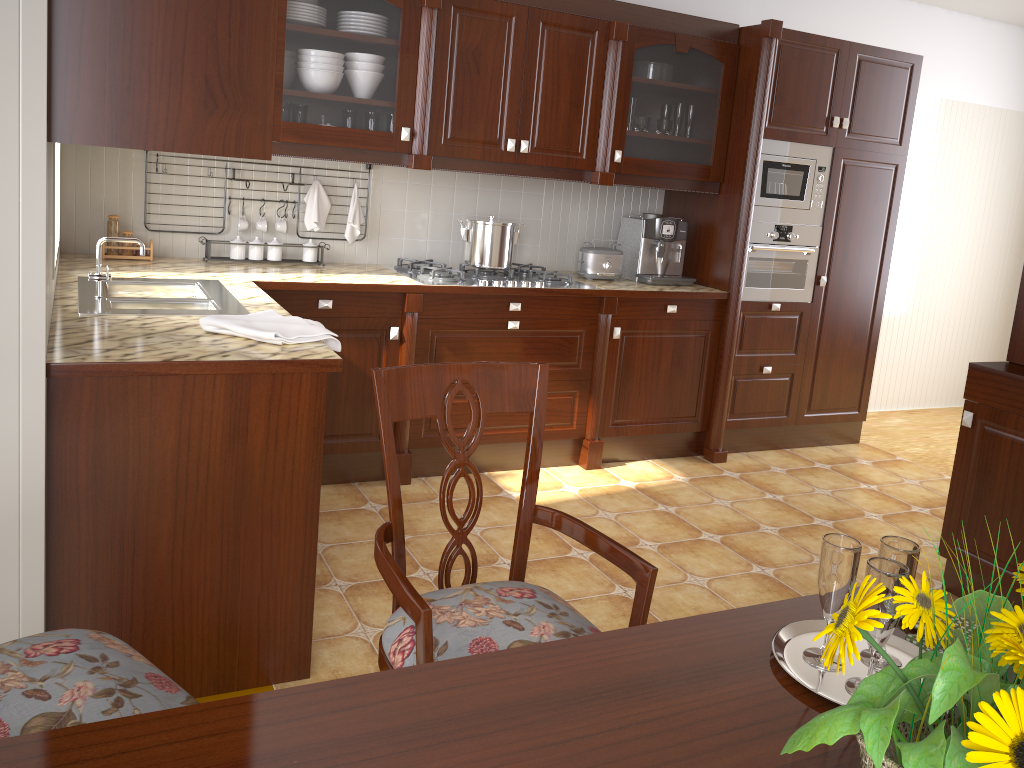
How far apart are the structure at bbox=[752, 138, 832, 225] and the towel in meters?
2.4

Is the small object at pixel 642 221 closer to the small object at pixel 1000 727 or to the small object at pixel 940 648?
the small object at pixel 940 648

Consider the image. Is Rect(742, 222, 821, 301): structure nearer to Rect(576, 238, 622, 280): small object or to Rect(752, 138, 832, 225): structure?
Rect(752, 138, 832, 225): structure

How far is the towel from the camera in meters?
2.1 m

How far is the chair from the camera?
1.34m

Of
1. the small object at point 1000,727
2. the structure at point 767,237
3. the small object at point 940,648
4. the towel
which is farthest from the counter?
the small object at point 1000,727

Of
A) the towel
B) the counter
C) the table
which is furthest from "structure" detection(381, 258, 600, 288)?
the table

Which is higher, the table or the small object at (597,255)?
the small object at (597,255)

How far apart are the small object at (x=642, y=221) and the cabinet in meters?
0.2

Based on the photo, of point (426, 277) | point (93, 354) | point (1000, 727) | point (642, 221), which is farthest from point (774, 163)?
point (1000, 727)
